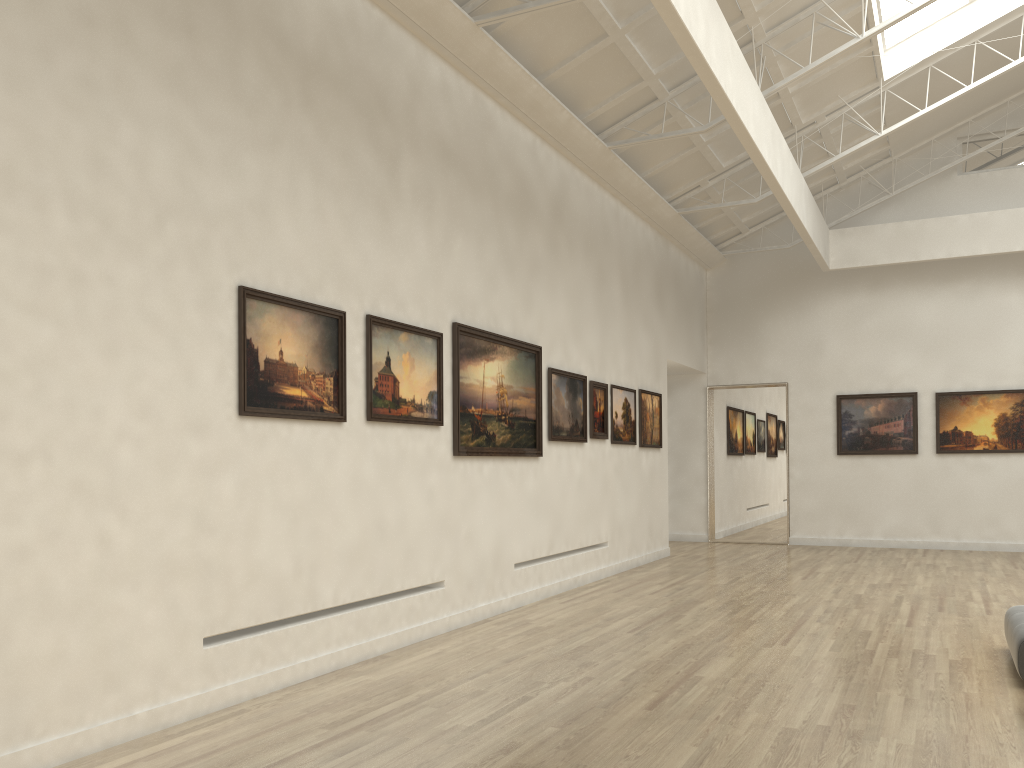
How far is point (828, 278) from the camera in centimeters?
3035cm

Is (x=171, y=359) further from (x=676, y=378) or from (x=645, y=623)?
(x=676, y=378)
